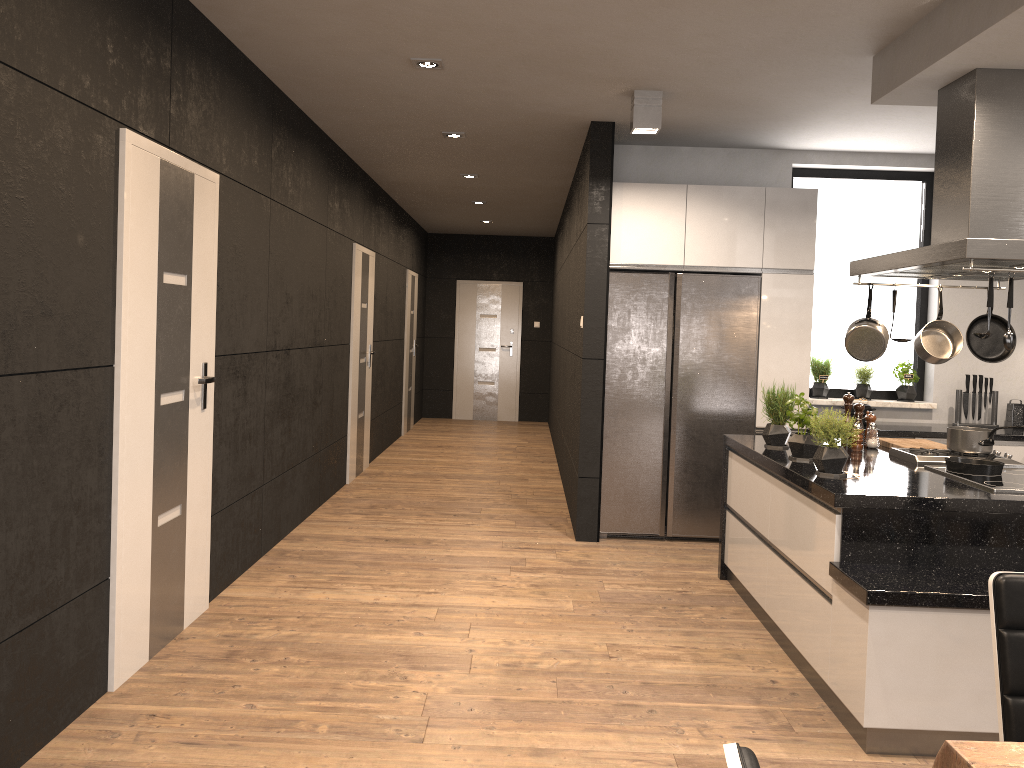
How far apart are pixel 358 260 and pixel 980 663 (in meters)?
5.84

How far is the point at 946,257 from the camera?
3.4 meters

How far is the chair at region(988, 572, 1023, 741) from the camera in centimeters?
176cm

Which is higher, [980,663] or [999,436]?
[999,436]

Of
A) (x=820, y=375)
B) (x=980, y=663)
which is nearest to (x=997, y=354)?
(x=980, y=663)

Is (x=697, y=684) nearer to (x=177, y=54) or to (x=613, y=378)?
(x=613, y=378)

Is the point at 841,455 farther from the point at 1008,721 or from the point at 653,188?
the point at 653,188

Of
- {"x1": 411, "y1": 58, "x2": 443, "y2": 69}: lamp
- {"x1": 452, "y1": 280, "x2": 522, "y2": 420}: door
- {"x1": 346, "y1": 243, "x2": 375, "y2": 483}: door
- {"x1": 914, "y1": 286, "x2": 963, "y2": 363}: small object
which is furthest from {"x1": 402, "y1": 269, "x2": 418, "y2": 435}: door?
{"x1": 914, "y1": 286, "x2": 963, "y2": 363}: small object

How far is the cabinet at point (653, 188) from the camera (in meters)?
5.77

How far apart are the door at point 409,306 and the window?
5.56m
